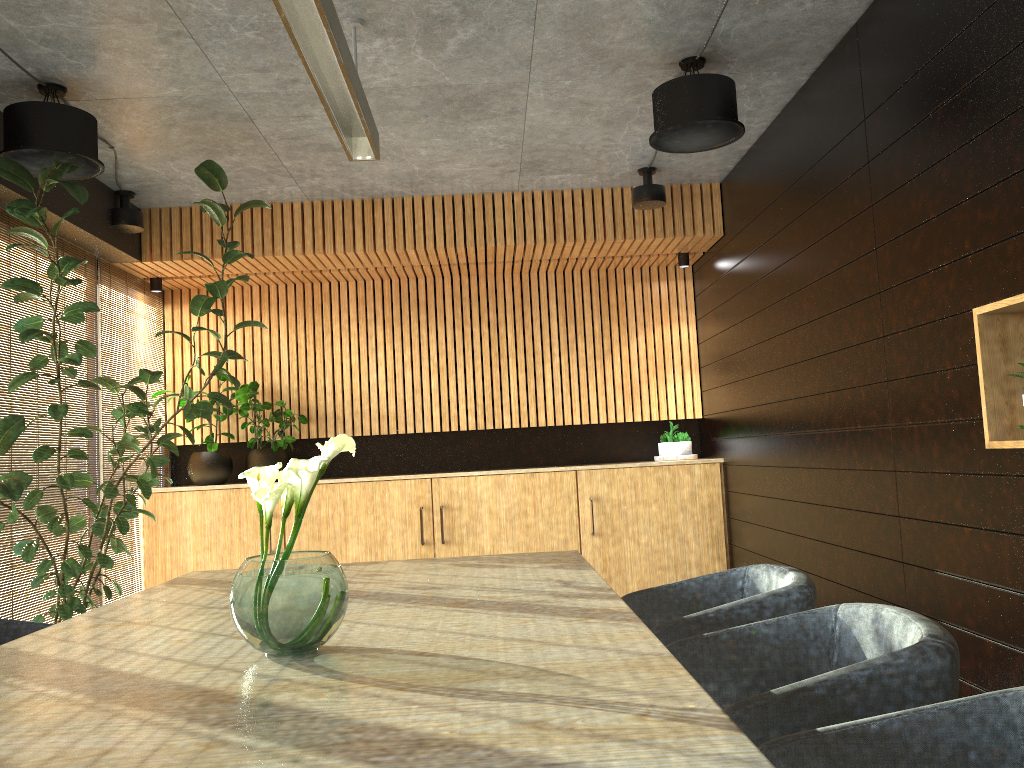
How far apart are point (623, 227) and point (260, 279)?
3.2m

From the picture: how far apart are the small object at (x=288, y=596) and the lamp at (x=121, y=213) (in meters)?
4.66

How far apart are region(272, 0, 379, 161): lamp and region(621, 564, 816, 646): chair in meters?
2.3

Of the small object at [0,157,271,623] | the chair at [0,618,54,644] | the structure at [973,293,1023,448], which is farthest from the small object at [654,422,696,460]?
the chair at [0,618,54,644]

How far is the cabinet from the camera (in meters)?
7.35

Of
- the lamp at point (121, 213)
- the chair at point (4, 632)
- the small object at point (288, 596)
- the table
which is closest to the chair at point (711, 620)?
the table

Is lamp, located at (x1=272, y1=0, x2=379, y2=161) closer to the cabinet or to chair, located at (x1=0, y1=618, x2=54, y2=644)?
chair, located at (x1=0, y1=618, x2=54, y2=644)

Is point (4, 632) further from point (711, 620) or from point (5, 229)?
point (5, 229)

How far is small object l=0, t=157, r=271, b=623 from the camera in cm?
466

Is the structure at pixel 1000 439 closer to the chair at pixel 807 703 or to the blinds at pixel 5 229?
the chair at pixel 807 703
